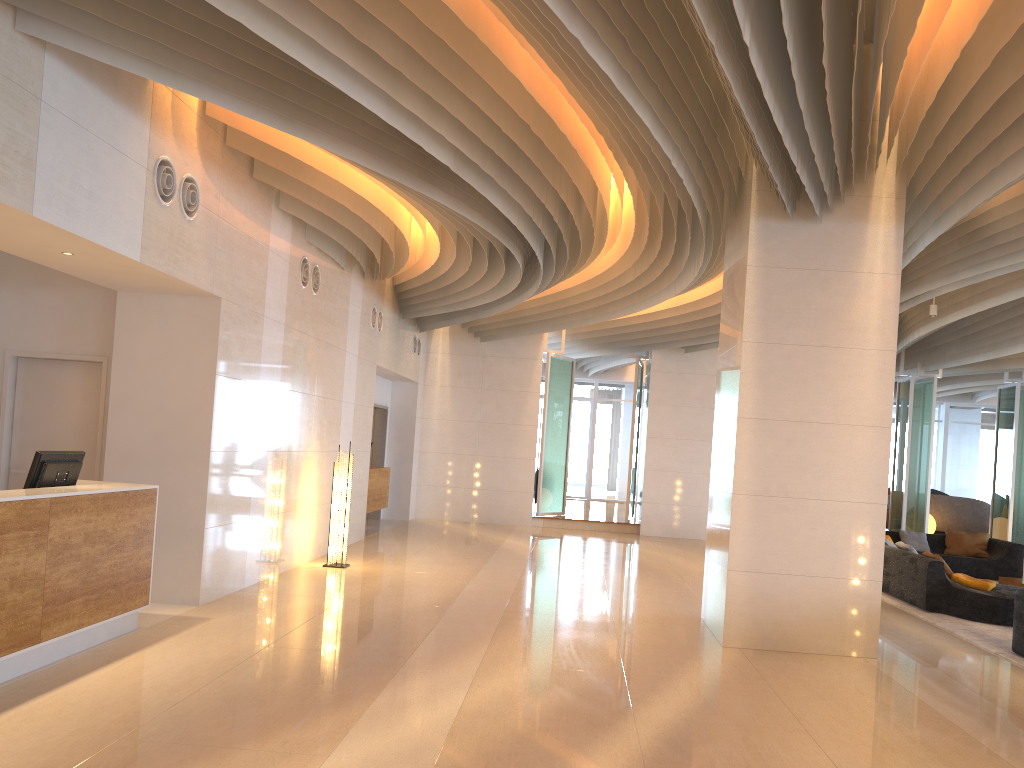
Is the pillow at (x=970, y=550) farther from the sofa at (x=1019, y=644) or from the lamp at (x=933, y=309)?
the sofa at (x=1019, y=644)

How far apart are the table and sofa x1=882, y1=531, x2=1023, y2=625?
1.5m

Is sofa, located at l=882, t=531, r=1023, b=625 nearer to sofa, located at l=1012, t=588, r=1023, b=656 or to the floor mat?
the floor mat

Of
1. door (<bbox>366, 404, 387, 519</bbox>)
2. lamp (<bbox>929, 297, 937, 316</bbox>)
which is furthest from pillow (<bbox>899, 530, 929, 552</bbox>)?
door (<bbox>366, 404, 387, 519</bbox>)

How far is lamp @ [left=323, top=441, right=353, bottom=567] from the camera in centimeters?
1016cm

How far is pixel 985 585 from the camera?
9.5m

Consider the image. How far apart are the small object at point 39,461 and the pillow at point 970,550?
12.1m

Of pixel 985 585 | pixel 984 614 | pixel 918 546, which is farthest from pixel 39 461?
pixel 918 546

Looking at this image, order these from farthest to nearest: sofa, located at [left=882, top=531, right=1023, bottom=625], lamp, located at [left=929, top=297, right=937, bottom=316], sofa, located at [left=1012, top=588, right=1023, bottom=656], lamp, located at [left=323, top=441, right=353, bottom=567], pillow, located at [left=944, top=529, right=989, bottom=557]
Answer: pillow, located at [left=944, top=529, right=989, bottom=557] → lamp, located at [left=929, top=297, right=937, bottom=316] → lamp, located at [left=323, top=441, right=353, bottom=567] → sofa, located at [left=882, top=531, right=1023, bottom=625] → sofa, located at [left=1012, top=588, right=1023, bottom=656]

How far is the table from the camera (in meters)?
11.25
